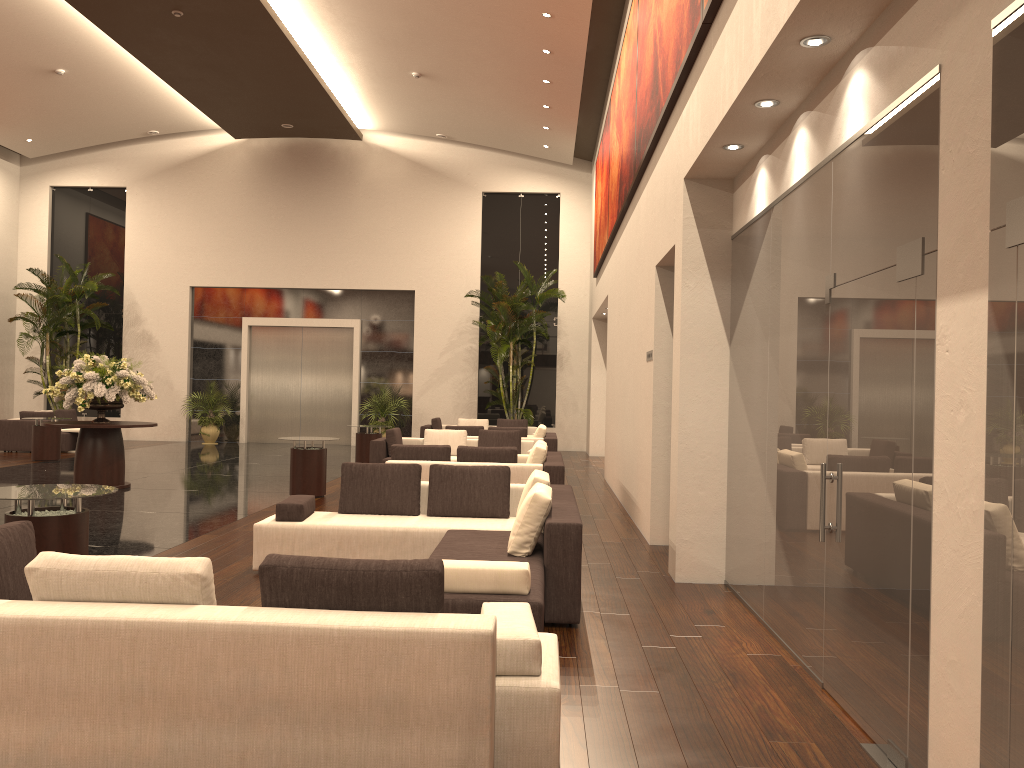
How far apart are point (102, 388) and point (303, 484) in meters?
3.1 m

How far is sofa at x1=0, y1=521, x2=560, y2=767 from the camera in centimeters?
311cm

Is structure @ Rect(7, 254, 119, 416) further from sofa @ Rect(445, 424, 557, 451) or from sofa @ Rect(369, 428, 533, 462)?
sofa @ Rect(445, 424, 557, 451)

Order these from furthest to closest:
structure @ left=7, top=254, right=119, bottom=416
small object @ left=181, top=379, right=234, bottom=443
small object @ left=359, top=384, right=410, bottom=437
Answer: small object @ left=181, top=379, right=234, bottom=443 → small object @ left=359, top=384, right=410, bottom=437 → structure @ left=7, top=254, right=119, bottom=416

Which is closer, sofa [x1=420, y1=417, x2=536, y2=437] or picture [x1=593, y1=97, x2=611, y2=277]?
picture [x1=593, y1=97, x2=611, y2=277]

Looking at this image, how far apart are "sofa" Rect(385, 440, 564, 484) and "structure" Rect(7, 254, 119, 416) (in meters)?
13.45

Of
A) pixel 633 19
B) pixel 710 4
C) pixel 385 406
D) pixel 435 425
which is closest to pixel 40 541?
pixel 710 4

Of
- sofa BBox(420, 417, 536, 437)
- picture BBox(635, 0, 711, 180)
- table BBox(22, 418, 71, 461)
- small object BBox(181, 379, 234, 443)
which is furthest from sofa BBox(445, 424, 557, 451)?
small object BBox(181, 379, 234, 443)

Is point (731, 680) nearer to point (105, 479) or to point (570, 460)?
point (105, 479)

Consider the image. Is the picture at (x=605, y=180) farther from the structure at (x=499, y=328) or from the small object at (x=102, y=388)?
the small object at (x=102, y=388)
